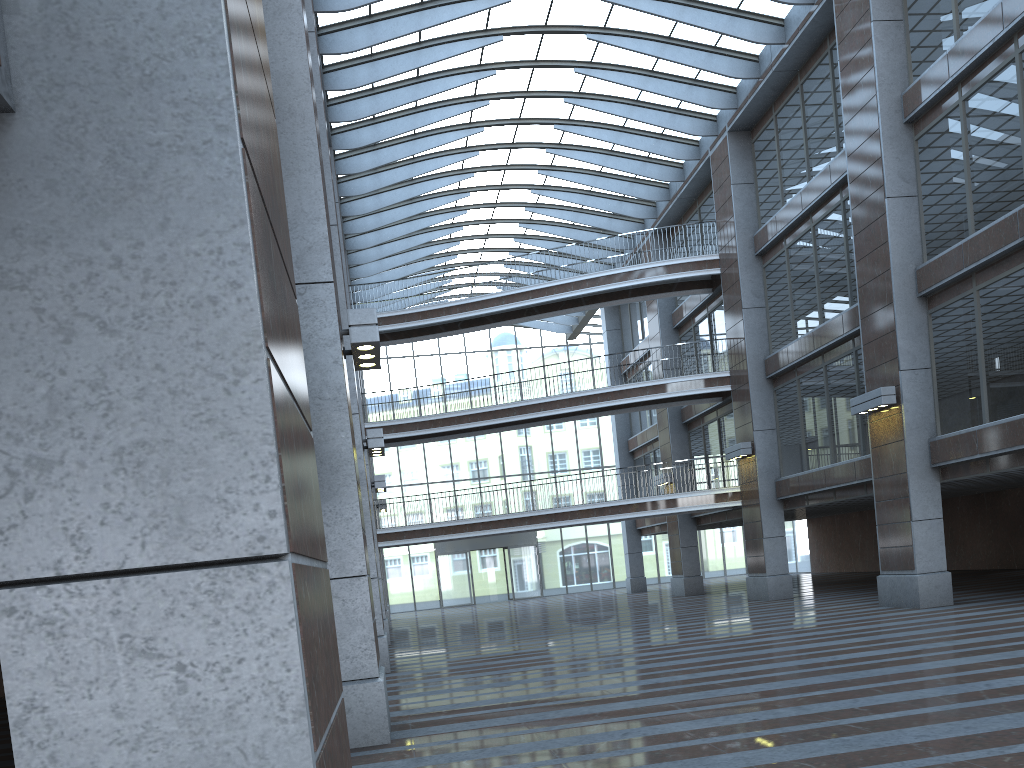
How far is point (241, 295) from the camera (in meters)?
2.23
